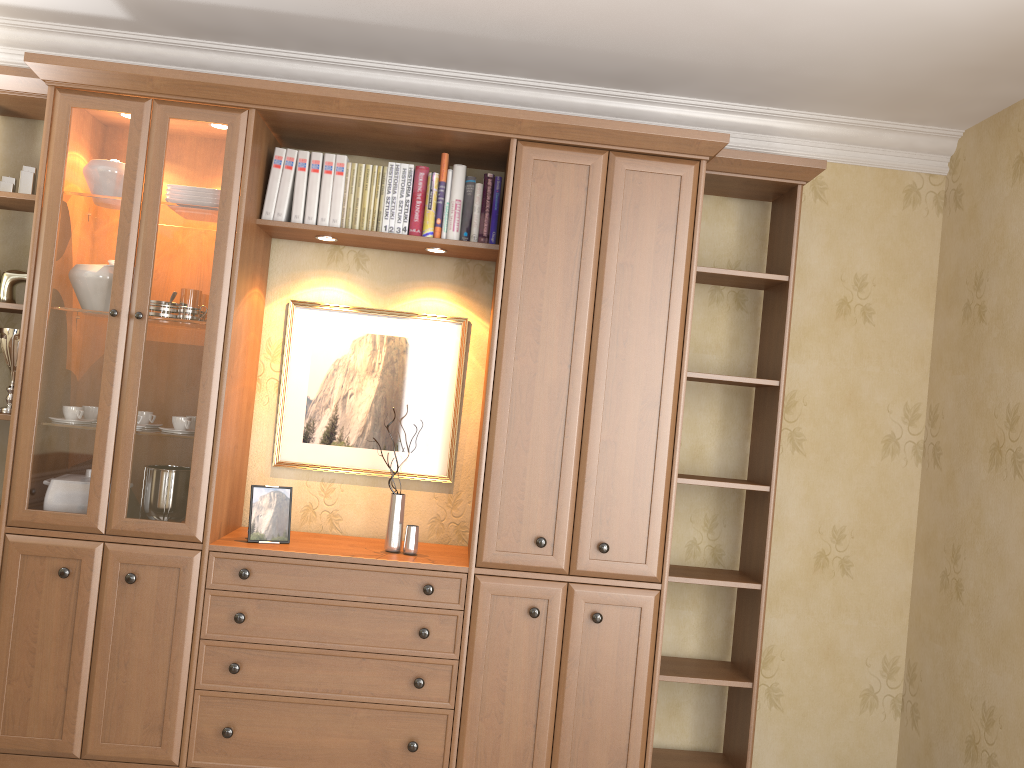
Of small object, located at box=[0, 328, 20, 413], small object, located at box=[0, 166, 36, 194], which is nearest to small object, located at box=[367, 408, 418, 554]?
small object, located at box=[0, 328, 20, 413]

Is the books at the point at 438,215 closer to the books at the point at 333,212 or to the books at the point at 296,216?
the books at the point at 333,212

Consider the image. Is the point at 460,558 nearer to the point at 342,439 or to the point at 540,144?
the point at 342,439

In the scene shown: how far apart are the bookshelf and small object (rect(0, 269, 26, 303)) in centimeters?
24cm

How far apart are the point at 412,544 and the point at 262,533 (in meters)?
0.51

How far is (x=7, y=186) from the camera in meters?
3.1

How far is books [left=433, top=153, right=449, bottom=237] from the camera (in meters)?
3.15

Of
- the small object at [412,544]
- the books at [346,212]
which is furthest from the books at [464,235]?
the small object at [412,544]

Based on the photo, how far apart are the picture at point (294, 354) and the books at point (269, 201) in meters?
0.4 m

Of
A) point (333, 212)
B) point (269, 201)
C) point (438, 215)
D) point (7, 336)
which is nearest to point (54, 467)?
point (7, 336)
